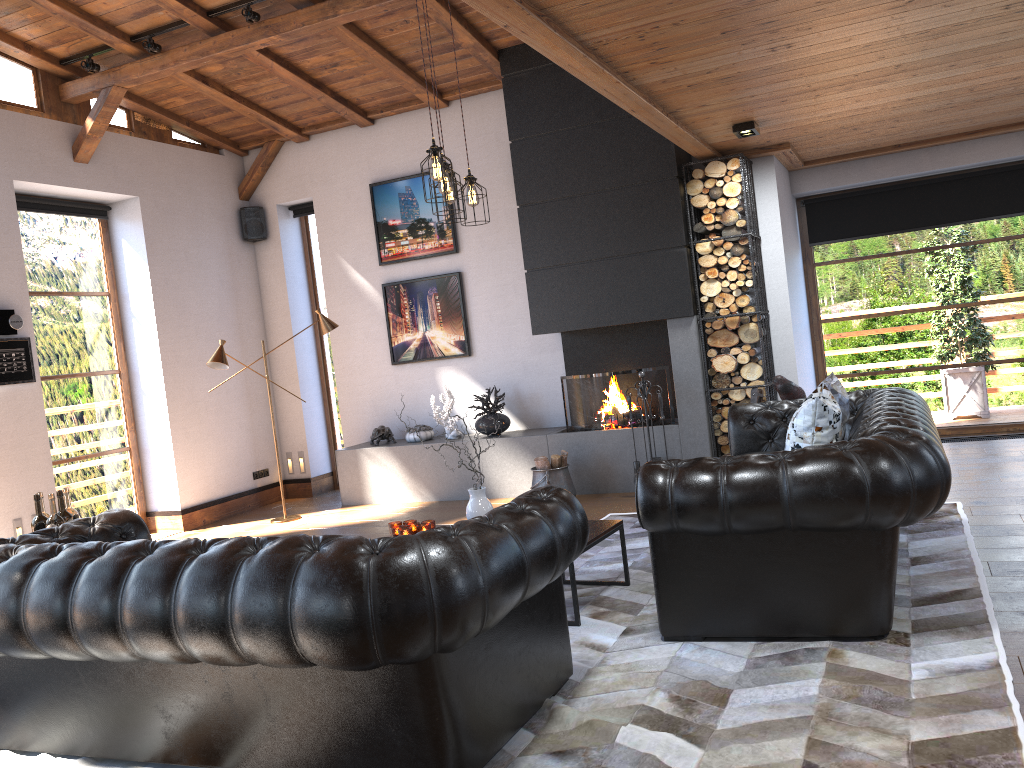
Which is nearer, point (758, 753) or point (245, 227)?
point (758, 753)

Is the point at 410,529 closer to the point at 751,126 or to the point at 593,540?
the point at 593,540

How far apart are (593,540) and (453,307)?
4.57m

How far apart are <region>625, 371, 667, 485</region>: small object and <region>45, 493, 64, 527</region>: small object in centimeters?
424cm

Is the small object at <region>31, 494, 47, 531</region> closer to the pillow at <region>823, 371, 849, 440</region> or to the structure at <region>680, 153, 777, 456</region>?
the pillow at <region>823, 371, 849, 440</region>

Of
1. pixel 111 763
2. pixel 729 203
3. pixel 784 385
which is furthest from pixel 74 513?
pixel 729 203

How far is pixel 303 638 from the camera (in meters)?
2.52

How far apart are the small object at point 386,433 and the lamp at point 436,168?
3.5 meters

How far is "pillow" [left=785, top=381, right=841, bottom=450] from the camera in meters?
4.1

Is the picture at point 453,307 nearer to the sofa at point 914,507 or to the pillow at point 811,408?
the sofa at point 914,507
